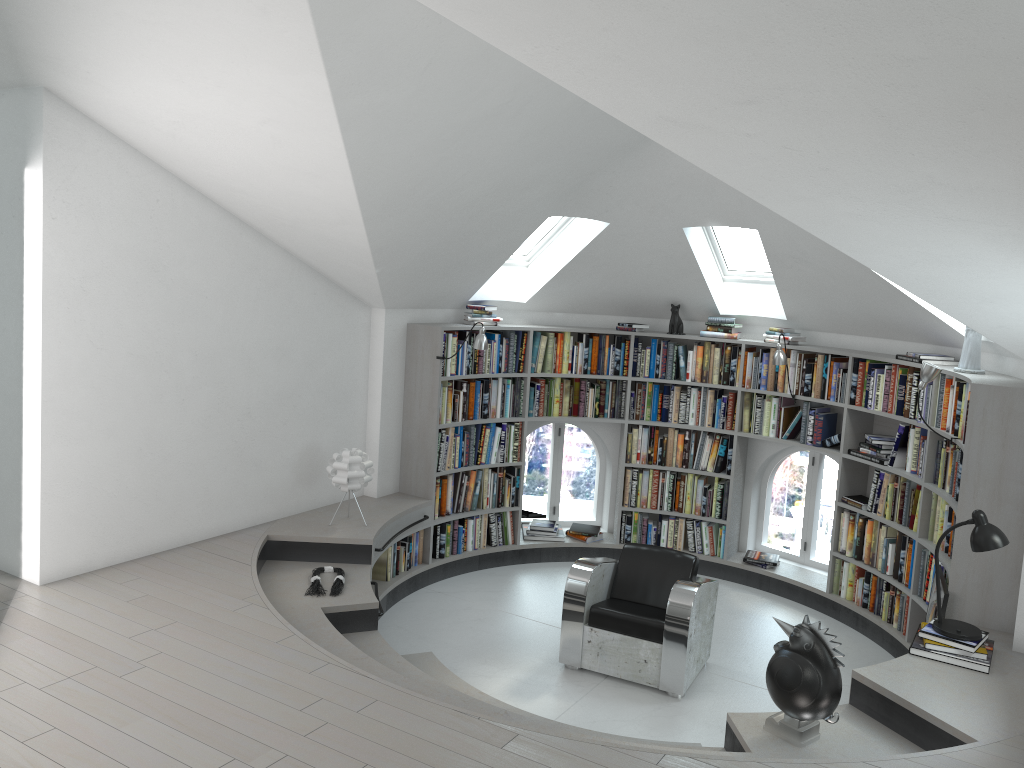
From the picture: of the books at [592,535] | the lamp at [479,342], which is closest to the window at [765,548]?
the books at [592,535]

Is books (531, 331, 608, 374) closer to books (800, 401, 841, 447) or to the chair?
books (800, 401, 841, 447)

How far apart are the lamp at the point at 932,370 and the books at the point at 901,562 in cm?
131

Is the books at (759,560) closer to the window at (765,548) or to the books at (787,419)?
the window at (765,548)

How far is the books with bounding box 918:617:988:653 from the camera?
4.5m

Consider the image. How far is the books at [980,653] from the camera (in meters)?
4.45

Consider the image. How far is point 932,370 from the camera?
5.4 meters

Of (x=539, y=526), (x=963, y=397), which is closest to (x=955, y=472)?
(x=963, y=397)

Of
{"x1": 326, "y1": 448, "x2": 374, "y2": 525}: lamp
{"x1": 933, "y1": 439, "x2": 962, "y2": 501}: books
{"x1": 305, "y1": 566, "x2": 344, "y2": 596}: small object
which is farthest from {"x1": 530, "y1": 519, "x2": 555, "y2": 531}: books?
{"x1": 933, "y1": 439, "x2": 962, "y2": 501}: books

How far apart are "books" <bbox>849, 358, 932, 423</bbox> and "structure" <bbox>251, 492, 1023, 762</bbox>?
1.5 meters
